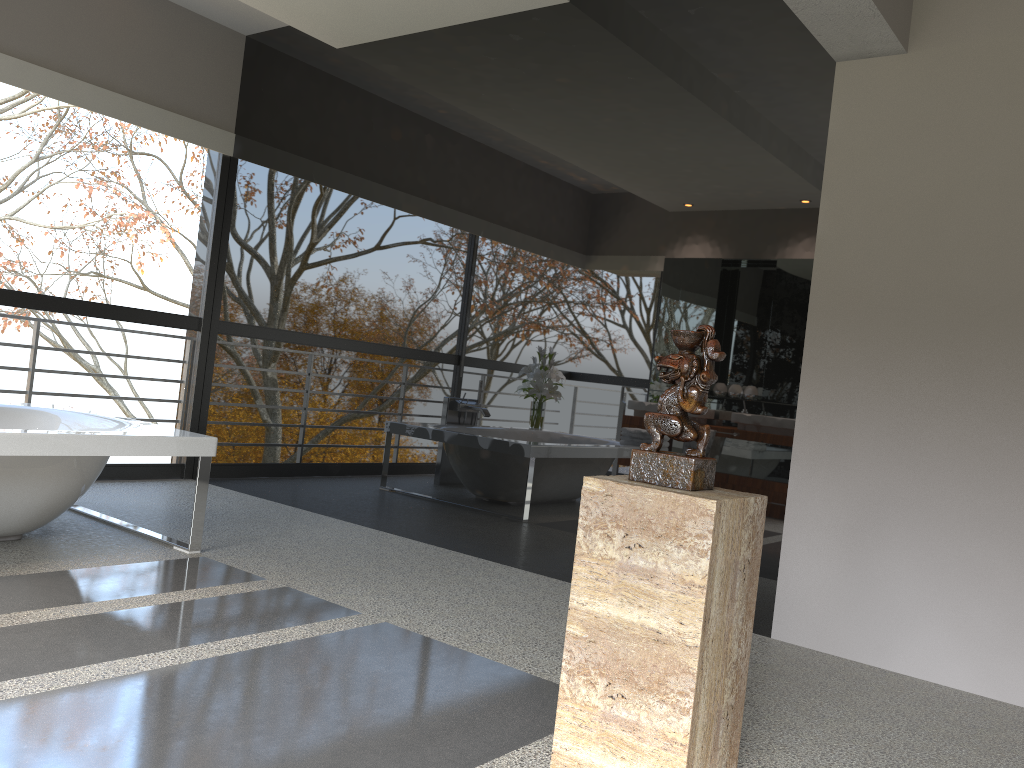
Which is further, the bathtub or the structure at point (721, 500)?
the bathtub

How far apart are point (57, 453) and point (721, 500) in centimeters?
260cm

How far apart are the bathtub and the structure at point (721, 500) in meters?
2.3

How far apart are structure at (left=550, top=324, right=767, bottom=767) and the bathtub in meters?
2.3 m

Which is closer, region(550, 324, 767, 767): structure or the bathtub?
region(550, 324, 767, 767): structure

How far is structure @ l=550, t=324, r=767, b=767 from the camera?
1.9m

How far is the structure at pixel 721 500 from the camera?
1.9 meters

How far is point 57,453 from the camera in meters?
3.3

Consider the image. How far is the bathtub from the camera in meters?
3.3 m
